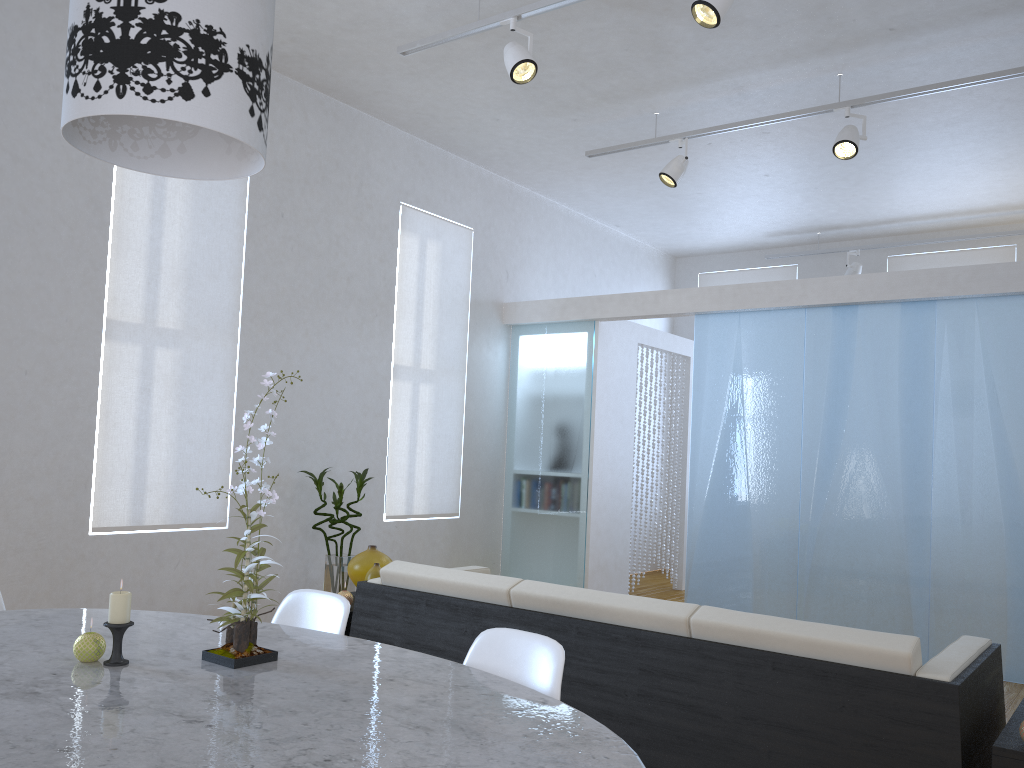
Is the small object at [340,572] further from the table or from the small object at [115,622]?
the small object at [115,622]

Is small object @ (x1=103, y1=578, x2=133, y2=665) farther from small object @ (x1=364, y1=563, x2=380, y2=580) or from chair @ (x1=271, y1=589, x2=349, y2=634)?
small object @ (x1=364, y1=563, x2=380, y2=580)

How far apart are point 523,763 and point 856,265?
7.3m

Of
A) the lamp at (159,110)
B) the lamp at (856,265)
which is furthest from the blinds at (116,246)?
the lamp at (856,265)

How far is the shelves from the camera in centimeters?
208cm

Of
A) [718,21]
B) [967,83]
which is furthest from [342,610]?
[967,83]

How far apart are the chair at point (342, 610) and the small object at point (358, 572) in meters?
1.3 m

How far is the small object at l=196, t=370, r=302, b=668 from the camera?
1.9 meters

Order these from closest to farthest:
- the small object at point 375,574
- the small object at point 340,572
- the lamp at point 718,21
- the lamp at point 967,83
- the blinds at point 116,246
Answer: the lamp at point 718,21, the small object at point 375,574, the blinds at point 116,246, the lamp at point 967,83, the small object at point 340,572

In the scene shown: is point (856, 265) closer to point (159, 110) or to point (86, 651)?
point (159, 110)
